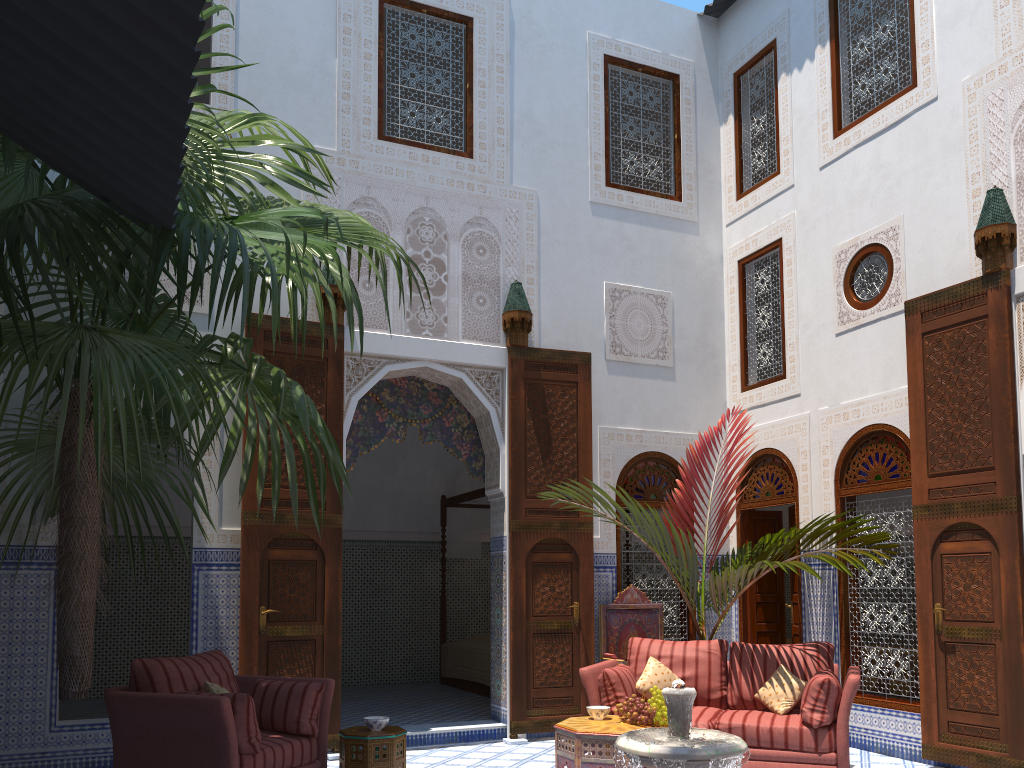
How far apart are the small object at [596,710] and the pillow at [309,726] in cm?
123

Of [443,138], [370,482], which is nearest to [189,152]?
[370,482]

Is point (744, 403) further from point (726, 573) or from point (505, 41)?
point (505, 41)

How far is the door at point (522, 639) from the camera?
5.4m

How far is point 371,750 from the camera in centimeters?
365cm

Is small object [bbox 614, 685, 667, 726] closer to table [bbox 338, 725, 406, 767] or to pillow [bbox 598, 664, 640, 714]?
pillow [bbox 598, 664, 640, 714]

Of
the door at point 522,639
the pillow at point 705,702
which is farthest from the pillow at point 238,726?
the door at point 522,639

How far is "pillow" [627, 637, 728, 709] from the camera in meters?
4.5

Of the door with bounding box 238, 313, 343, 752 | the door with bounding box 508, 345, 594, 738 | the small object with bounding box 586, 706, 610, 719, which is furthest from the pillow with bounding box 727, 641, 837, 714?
the door with bounding box 238, 313, 343, 752

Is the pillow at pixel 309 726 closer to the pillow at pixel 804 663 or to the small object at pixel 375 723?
the small object at pixel 375 723
